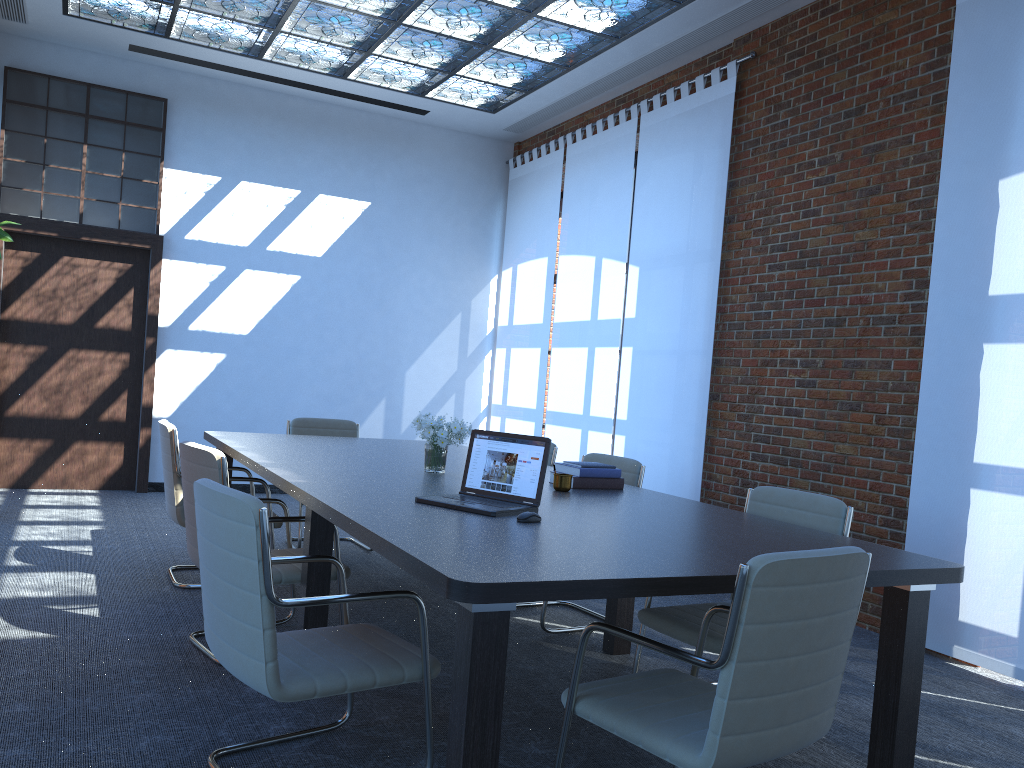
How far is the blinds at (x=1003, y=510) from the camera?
4.4m

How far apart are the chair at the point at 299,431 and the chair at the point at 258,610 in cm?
306

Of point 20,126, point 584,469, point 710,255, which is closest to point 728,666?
point 584,469

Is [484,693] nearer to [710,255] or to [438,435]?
[438,435]

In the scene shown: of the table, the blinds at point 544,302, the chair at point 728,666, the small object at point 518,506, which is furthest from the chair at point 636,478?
the blinds at point 544,302

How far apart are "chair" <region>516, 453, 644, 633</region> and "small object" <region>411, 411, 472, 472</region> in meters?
0.9

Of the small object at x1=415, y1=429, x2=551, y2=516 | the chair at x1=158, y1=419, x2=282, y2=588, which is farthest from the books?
the chair at x1=158, y1=419, x2=282, y2=588

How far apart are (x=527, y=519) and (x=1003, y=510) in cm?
280

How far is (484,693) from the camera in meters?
2.2 m

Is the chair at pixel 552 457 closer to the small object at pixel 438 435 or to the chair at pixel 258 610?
the small object at pixel 438 435
